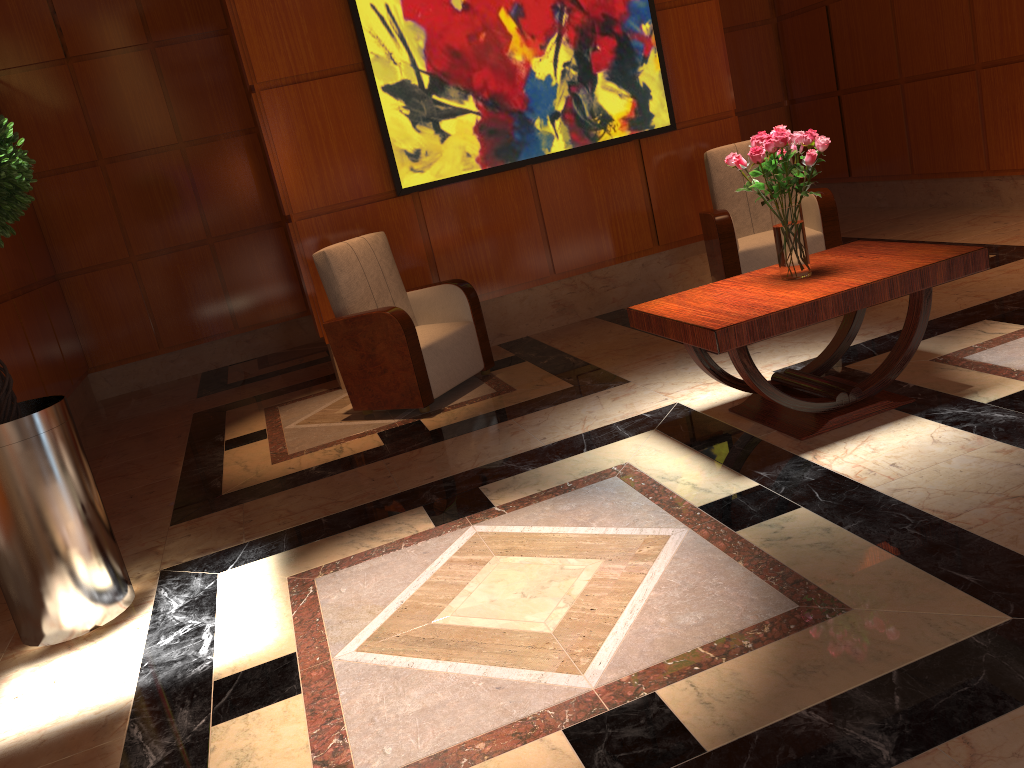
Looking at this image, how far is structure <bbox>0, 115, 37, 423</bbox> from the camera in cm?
285

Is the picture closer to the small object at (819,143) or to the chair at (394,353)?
the chair at (394,353)

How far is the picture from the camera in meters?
5.4

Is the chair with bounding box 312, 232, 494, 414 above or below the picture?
below

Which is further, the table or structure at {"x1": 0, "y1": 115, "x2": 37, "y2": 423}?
the table

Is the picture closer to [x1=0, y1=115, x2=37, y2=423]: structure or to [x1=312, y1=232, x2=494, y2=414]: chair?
[x1=312, y1=232, x2=494, y2=414]: chair

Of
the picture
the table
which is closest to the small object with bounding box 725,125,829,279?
the table

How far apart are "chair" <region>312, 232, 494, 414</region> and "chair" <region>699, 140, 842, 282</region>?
1.5 meters

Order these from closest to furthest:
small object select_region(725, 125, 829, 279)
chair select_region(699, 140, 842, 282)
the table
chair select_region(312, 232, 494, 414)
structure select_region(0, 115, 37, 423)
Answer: structure select_region(0, 115, 37, 423)
the table
small object select_region(725, 125, 829, 279)
chair select_region(312, 232, 494, 414)
chair select_region(699, 140, 842, 282)

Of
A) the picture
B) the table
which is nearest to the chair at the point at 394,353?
the picture
